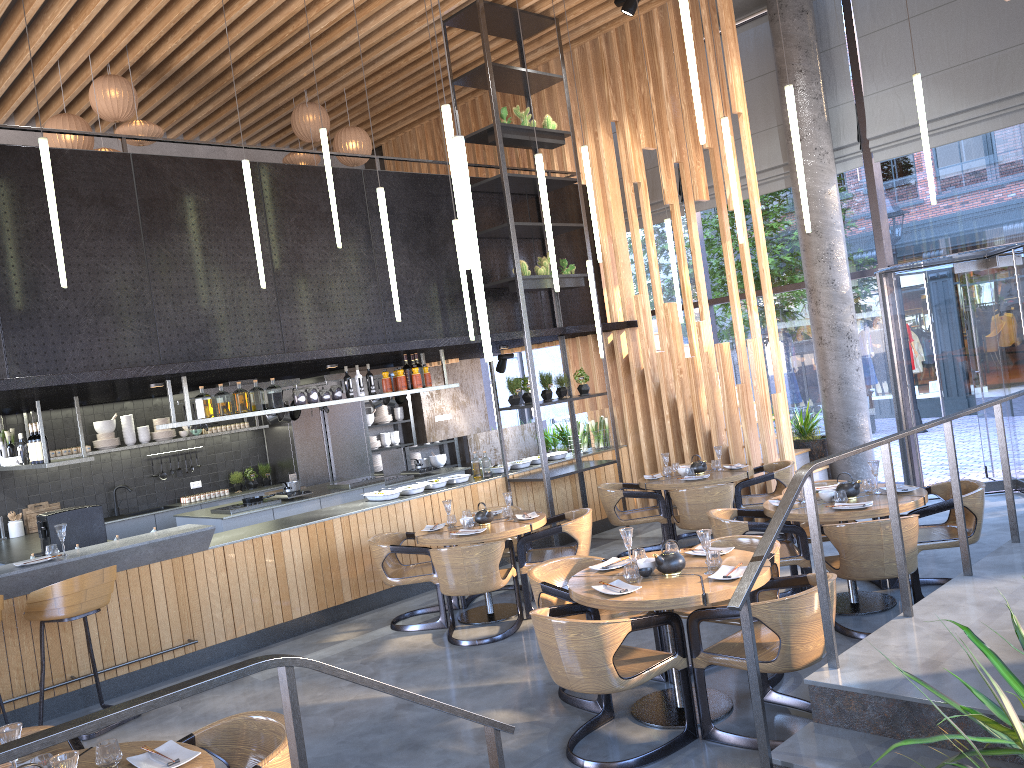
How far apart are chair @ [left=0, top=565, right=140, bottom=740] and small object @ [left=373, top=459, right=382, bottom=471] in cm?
728

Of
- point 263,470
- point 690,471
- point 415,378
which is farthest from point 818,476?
point 263,470

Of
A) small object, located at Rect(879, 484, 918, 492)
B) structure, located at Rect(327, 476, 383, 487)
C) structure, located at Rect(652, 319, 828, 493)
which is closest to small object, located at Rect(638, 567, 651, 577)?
small object, located at Rect(879, 484, 918, 492)

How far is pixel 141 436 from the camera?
11.0m

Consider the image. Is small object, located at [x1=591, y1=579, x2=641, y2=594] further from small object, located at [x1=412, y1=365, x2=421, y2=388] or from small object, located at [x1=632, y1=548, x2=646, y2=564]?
small object, located at [x1=412, y1=365, x2=421, y2=388]

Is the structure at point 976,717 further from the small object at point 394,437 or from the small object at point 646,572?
the small object at point 394,437

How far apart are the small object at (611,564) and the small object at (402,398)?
6.2 meters

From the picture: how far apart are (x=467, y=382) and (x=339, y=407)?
2.6 meters

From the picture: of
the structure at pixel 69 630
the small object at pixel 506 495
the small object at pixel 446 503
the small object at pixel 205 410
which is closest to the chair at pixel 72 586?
the structure at pixel 69 630

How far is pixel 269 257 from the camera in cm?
768
